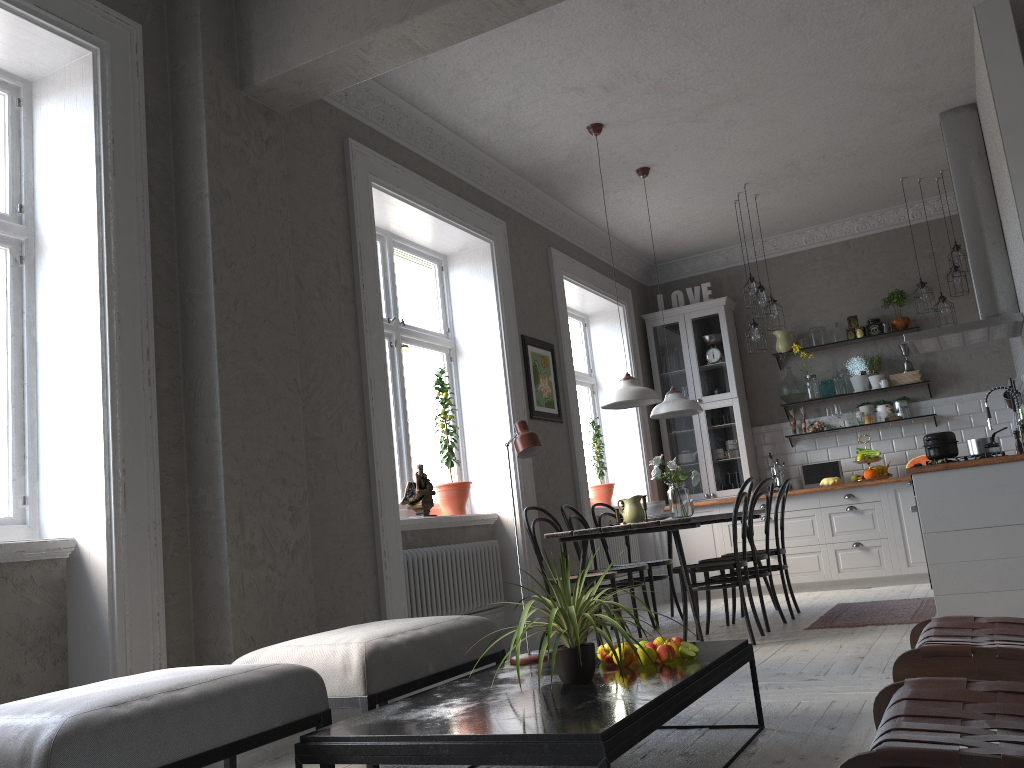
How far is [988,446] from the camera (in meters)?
4.96

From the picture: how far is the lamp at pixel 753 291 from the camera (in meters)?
7.06

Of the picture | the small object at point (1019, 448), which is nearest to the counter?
the small object at point (1019, 448)

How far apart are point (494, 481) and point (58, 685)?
3.2 meters

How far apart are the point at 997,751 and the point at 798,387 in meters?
7.3

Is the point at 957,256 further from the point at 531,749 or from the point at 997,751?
the point at 997,751

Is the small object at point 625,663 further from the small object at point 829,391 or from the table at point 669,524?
the small object at point 829,391

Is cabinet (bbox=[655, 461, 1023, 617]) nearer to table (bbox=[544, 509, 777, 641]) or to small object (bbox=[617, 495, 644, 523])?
table (bbox=[544, 509, 777, 641])

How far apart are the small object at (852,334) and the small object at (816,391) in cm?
50

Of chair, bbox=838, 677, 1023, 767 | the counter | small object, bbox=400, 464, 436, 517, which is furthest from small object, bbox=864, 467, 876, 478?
chair, bbox=838, 677, 1023, 767
